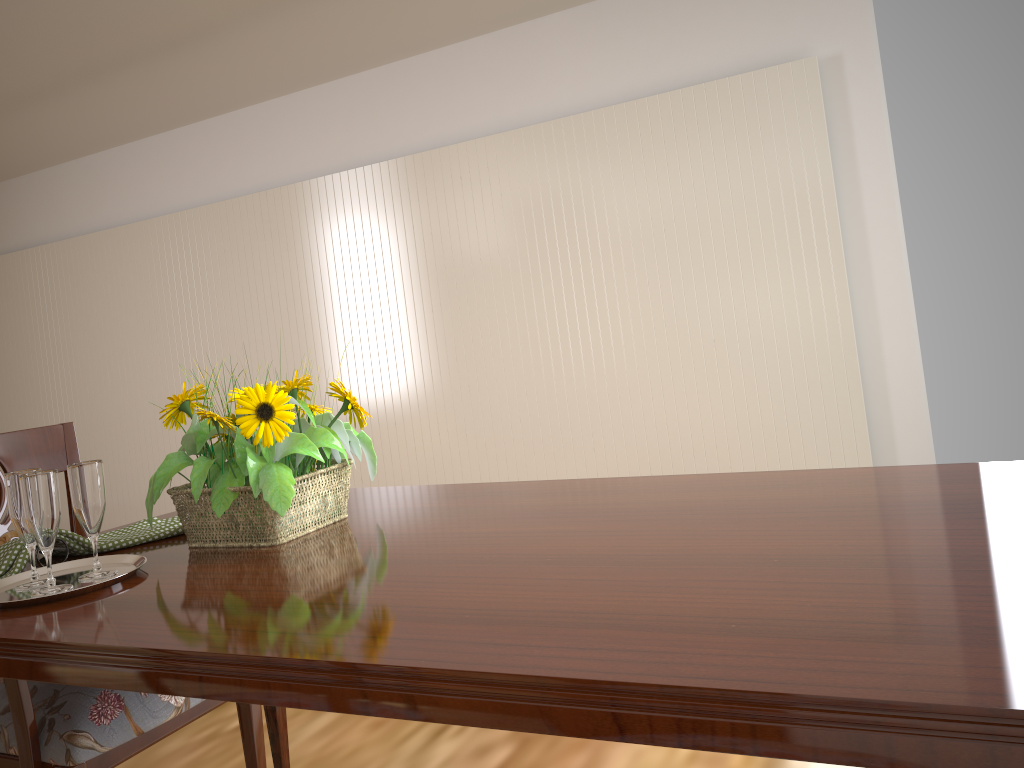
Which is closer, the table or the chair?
the table

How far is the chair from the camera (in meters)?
1.21

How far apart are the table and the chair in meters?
0.2 m

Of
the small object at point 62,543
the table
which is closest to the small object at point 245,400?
the table

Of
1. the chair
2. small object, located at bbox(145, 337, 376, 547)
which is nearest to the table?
small object, located at bbox(145, 337, 376, 547)

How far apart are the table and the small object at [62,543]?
0.09m

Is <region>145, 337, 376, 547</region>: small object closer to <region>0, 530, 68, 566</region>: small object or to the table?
the table

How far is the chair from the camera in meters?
1.2 m

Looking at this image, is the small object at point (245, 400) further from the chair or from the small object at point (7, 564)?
the chair

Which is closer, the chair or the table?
the table
